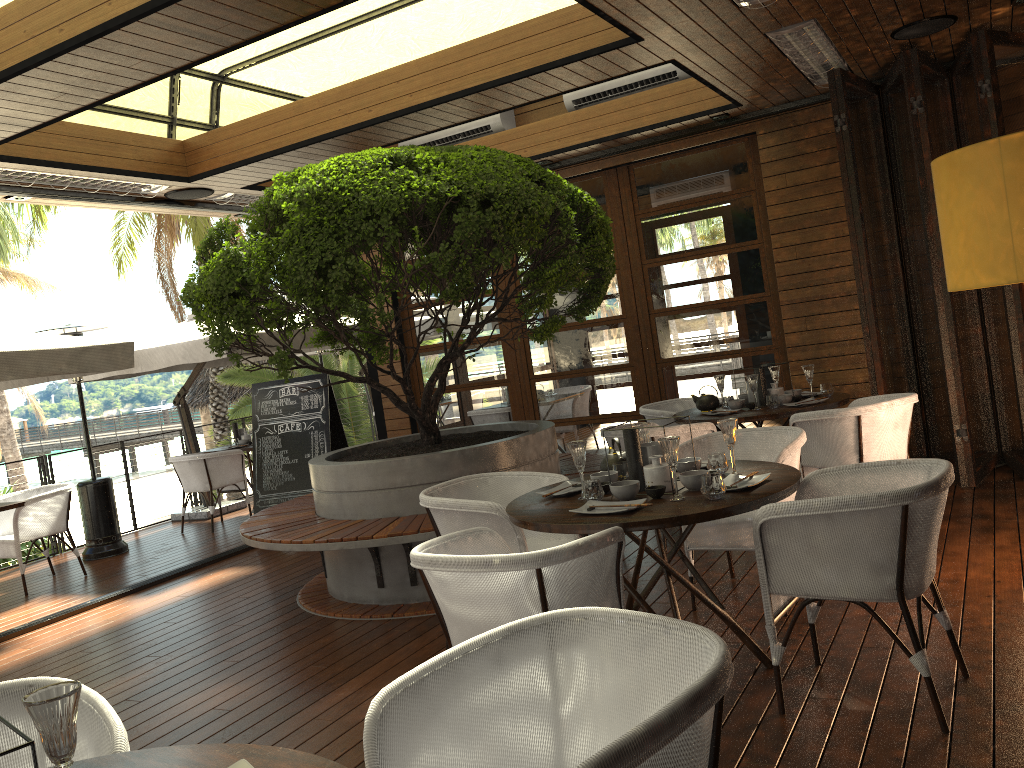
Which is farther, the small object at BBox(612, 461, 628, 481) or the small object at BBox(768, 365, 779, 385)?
the small object at BBox(768, 365, 779, 385)

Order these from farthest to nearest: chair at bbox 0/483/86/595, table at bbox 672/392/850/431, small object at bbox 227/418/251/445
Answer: small object at bbox 227/418/251/445, chair at bbox 0/483/86/595, table at bbox 672/392/850/431

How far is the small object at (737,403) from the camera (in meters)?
5.85

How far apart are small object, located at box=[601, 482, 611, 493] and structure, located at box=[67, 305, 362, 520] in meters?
5.5

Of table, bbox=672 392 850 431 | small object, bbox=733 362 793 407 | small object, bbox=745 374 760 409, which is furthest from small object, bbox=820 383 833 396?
small object, bbox=745 374 760 409

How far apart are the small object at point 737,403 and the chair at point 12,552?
5.4m

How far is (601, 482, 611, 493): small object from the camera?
3.5 meters

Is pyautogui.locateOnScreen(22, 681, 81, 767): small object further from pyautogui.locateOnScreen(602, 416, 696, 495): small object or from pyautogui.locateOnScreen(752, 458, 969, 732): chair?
pyautogui.locateOnScreen(602, 416, 696, 495): small object

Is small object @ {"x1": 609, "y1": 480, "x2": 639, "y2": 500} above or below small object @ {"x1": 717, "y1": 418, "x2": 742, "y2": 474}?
below

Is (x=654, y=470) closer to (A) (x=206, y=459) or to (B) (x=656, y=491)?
(B) (x=656, y=491)
